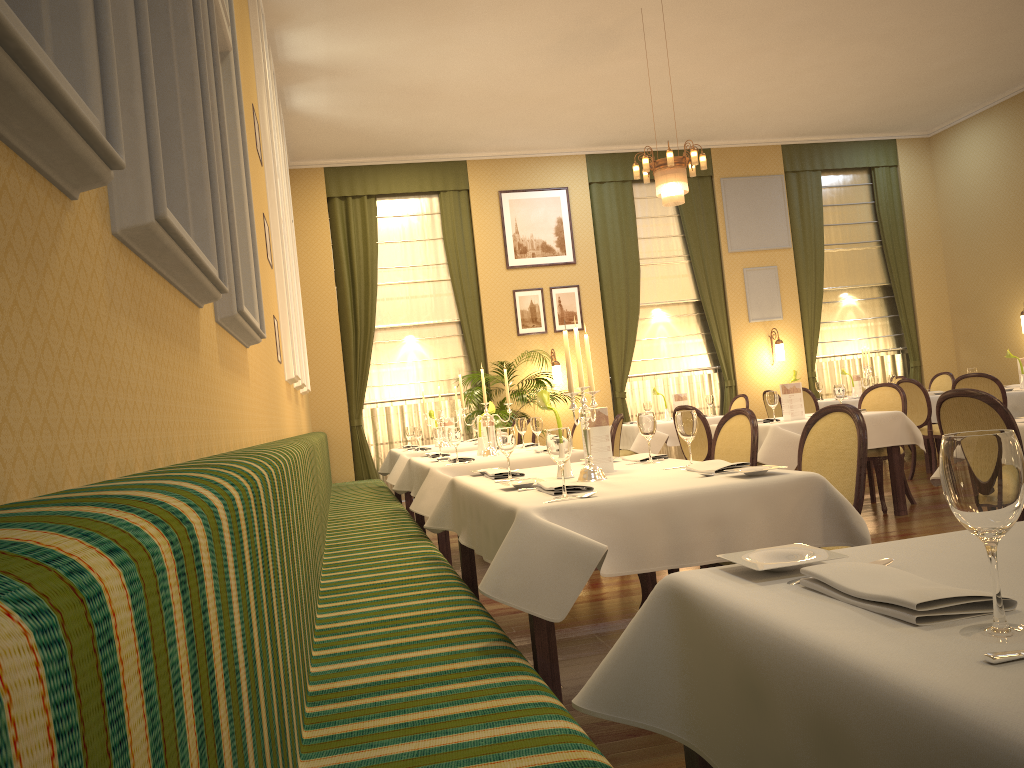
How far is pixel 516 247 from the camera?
11.9 meters

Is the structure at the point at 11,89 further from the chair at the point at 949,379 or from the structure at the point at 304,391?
the chair at the point at 949,379

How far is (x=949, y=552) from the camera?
1.5 meters

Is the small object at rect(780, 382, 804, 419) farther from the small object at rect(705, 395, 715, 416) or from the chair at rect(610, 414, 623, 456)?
the small object at rect(705, 395, 715, 416)

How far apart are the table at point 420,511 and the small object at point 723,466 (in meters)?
2.18

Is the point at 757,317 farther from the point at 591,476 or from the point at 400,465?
the point at 591,476

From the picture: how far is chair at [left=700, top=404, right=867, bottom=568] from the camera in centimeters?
314cm

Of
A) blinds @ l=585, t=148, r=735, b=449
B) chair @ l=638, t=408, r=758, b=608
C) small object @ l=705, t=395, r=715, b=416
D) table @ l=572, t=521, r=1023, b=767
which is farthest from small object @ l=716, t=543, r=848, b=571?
blinds @ l=585, t=148, r=735, b=449

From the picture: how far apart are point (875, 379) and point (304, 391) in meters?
6.8

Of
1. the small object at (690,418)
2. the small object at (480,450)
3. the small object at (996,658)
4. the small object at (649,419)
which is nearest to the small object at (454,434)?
the small object at (480,450)
